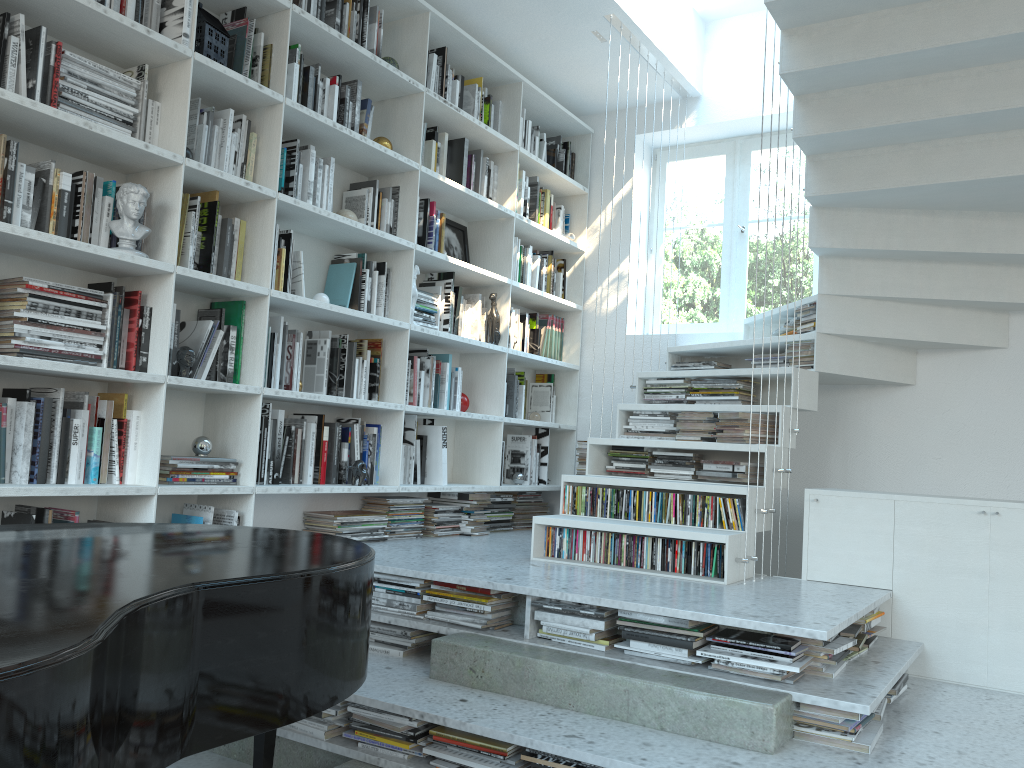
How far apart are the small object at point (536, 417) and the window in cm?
90

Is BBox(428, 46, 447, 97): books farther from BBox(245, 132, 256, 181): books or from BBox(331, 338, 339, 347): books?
BBox(331, 338, 339, 347): books

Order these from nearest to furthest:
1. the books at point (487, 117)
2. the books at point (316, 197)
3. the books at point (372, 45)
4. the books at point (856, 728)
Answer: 1. the books at point (856, 728)
2. the books at point (316, 197)
3. the books at point (372, 45)
4. the books at point (487, 117)

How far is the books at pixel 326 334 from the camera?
3.81m

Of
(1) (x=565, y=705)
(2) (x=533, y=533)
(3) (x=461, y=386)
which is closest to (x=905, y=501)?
(2) (x=533, y=533)

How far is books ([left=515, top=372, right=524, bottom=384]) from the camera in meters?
5.1

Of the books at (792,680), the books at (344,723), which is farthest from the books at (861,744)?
the books at (344,723)

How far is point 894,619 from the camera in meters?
3.3

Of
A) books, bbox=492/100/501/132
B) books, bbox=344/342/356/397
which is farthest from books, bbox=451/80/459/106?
books, bbox=344/342/356/397

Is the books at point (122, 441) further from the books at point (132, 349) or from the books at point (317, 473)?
the books at point (317, 473)
